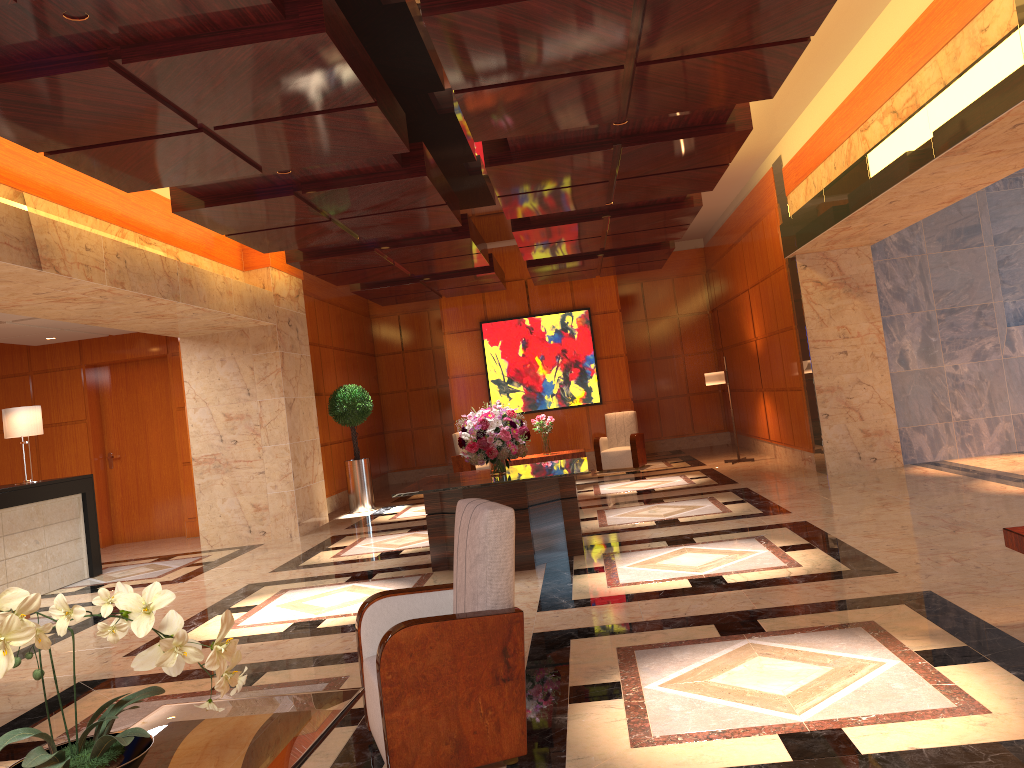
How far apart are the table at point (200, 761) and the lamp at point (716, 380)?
11.41m

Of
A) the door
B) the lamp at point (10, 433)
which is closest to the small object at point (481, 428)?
the lamp at point (10, 433)

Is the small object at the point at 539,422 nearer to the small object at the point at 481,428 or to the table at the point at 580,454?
the table at the point at 580,454

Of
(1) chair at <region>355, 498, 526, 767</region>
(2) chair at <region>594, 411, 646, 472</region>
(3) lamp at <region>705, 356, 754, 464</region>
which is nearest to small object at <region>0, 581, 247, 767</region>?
(1) chair at <region>355, 498, 526, 767</region>

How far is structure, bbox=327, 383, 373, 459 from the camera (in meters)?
13.44

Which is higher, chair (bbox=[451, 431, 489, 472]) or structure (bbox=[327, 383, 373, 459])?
structure (bbox=[327, 383, 373, 459])

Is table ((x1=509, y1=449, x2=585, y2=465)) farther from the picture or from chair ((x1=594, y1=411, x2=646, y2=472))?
the picture

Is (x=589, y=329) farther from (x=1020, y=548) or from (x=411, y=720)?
(x=411, y=720)

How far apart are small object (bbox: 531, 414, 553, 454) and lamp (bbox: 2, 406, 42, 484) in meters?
6.5 m

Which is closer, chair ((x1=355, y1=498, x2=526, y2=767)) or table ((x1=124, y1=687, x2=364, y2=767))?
table ((x1=124, y1=687, x2=364, y2=767))
